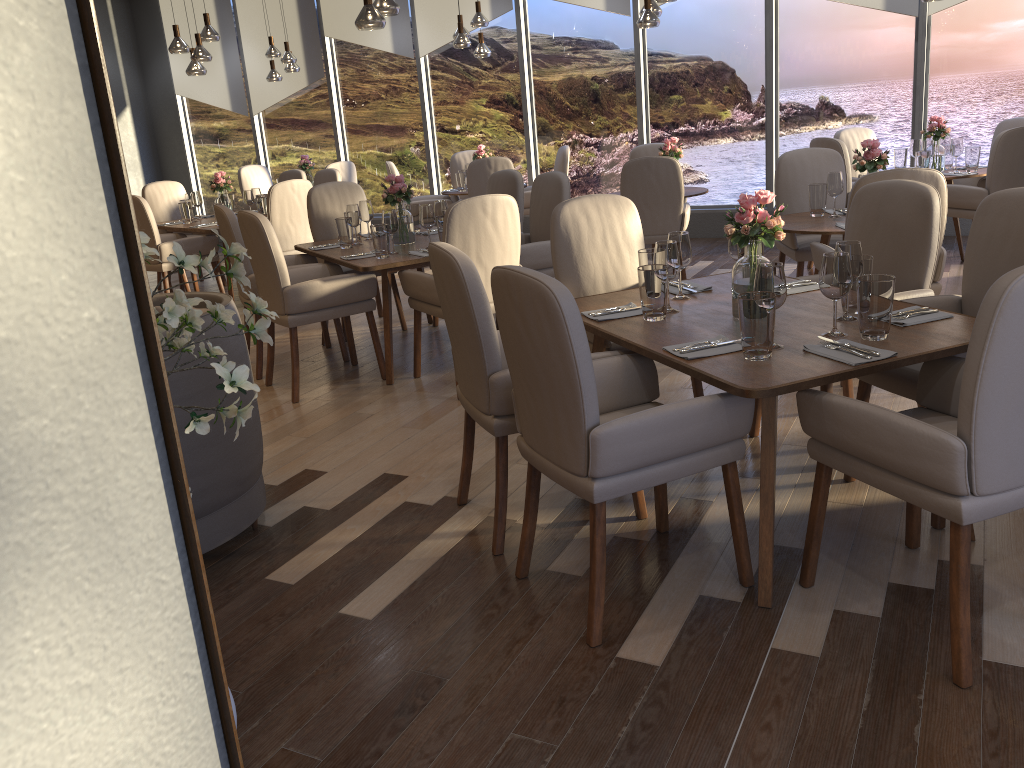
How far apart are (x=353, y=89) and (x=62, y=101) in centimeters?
995cm

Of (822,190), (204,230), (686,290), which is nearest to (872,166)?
(822,190)

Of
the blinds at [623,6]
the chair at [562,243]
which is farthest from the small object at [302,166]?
the chair at [562,243]

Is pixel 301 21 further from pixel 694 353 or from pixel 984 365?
pixel 984 365

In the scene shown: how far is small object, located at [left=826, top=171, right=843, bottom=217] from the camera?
4.8 meters

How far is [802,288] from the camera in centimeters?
321cm

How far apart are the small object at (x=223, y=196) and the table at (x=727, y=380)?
4.77m

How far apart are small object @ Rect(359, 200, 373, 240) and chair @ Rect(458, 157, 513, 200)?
2.30m

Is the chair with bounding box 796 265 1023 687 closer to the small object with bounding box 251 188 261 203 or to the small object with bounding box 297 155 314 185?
the small object with bounding box 251 188 261 203

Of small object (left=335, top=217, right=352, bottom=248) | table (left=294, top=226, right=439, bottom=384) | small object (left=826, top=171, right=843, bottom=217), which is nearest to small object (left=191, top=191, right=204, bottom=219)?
table (left=294, top=226, right=439, bottom=384)
